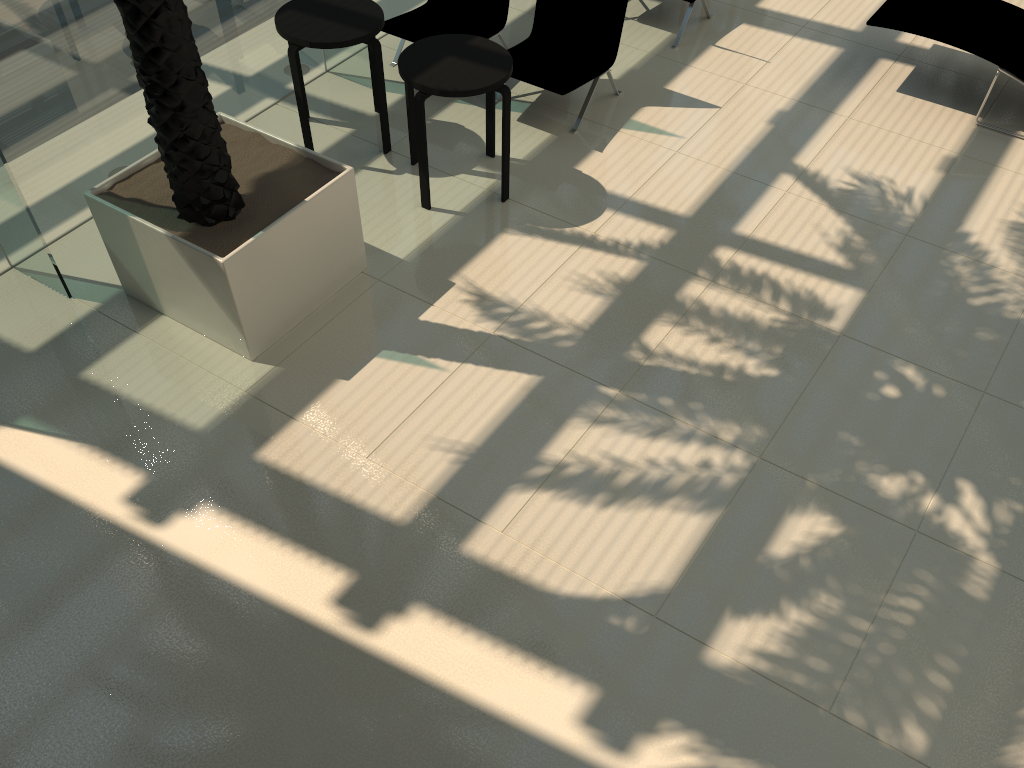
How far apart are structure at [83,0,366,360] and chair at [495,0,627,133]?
1.9m

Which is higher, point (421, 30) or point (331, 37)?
point (331, 37)

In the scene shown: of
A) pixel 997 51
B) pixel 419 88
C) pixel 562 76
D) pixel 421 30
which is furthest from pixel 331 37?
pixel 997 51

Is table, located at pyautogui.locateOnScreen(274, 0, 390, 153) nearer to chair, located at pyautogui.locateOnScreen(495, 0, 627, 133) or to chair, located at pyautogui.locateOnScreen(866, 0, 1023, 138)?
chair, located at pyautogui.locateOnScreen(495, 0, 627, 133)

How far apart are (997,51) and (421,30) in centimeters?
433cm

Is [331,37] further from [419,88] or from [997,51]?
[997,51]

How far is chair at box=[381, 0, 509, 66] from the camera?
6.8 meters

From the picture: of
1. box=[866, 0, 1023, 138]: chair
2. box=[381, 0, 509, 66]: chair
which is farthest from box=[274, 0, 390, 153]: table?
box=[866, 0, 1023, 138]: chair

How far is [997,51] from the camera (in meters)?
6.45

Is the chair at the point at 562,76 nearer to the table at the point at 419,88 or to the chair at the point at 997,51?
the table at the point at 419,88
